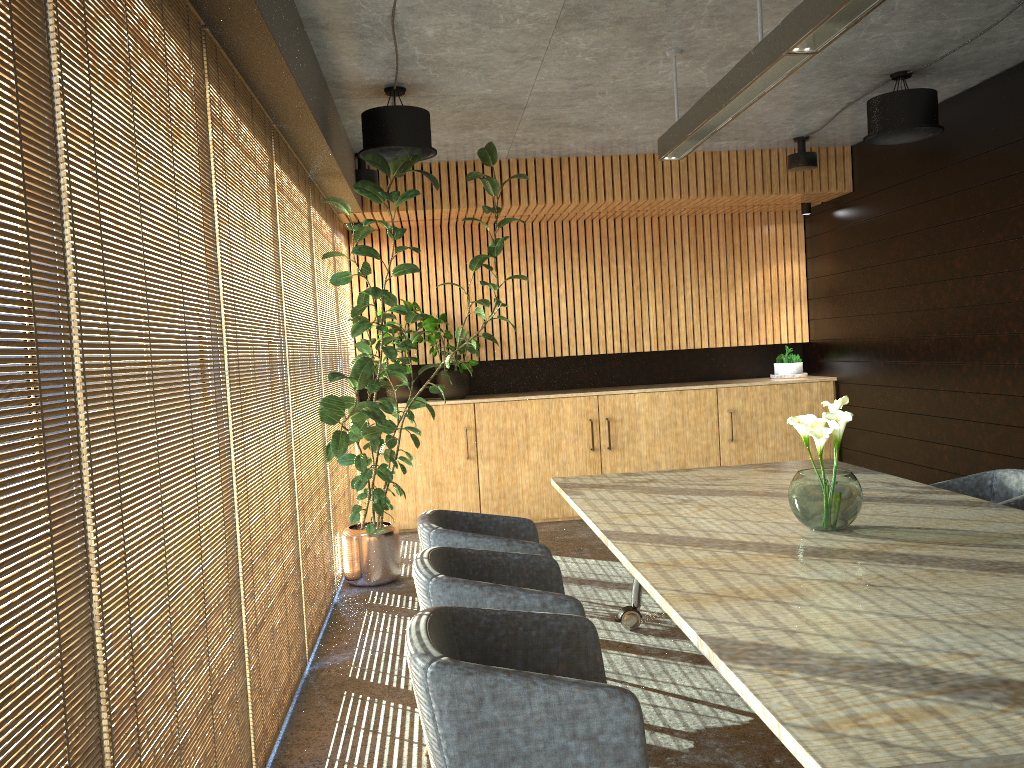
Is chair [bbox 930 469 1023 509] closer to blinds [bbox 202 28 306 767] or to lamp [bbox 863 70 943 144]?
lamp [bbox 863 70 943 144]

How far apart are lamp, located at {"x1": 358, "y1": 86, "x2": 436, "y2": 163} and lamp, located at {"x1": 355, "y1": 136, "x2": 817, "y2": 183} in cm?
175

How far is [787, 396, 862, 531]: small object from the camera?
3.6 meters

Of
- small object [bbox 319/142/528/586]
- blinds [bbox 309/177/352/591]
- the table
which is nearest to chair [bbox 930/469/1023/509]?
the table

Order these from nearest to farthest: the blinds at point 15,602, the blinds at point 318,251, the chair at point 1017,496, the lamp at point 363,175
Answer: the blinds at point 15,602, the chair at point 1017,496, the blinds at point 318,251, the lamp at point 363,175

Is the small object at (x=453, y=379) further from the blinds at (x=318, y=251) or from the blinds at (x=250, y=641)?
the blinds at (x=250, y=641)

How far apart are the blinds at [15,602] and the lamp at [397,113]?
3.7 meters

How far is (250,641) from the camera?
3.6 meters

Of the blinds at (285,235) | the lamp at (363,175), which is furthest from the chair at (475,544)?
the lamp at (363,175)

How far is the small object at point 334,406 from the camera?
5.9m
